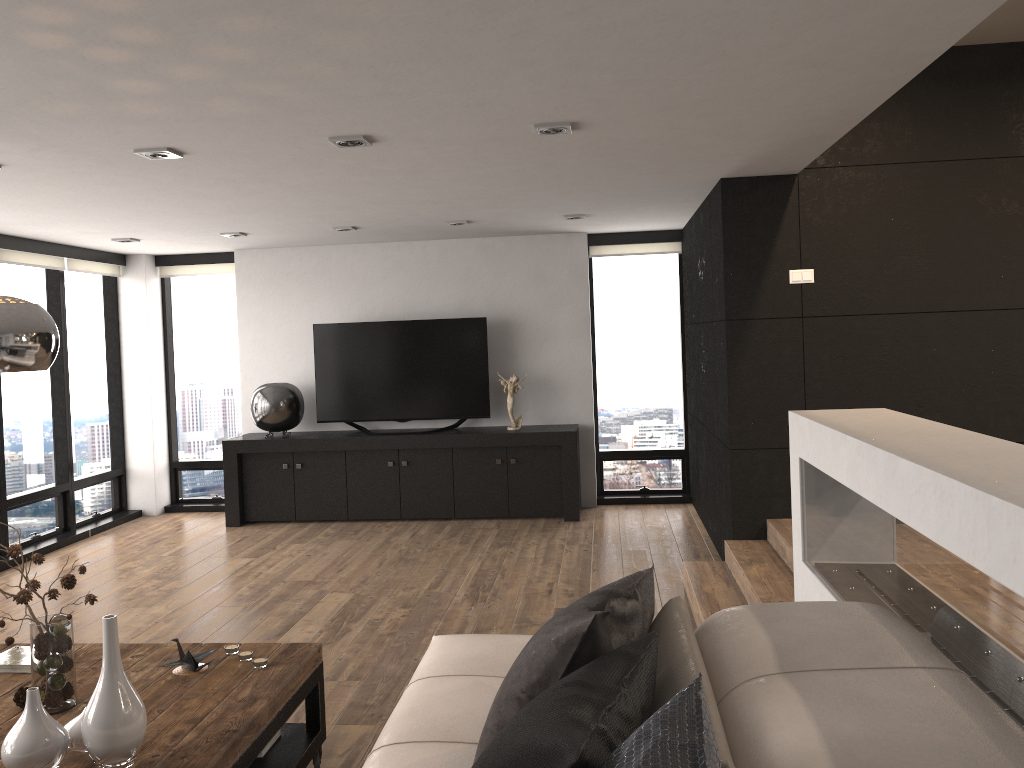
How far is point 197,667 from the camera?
3.0m

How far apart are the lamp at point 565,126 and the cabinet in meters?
3.8 m

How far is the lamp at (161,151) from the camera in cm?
393

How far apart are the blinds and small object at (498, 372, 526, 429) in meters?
1.4

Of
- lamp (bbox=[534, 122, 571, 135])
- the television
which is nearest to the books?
lamp (bbox=[534, 122, 571, 135])

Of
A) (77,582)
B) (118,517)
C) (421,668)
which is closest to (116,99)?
(421,668)

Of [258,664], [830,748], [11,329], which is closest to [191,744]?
[258,664]

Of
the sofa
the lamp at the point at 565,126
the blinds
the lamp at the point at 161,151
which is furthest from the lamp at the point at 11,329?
the blinds

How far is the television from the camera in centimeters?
766cm

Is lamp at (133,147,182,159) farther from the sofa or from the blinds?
the blinds
